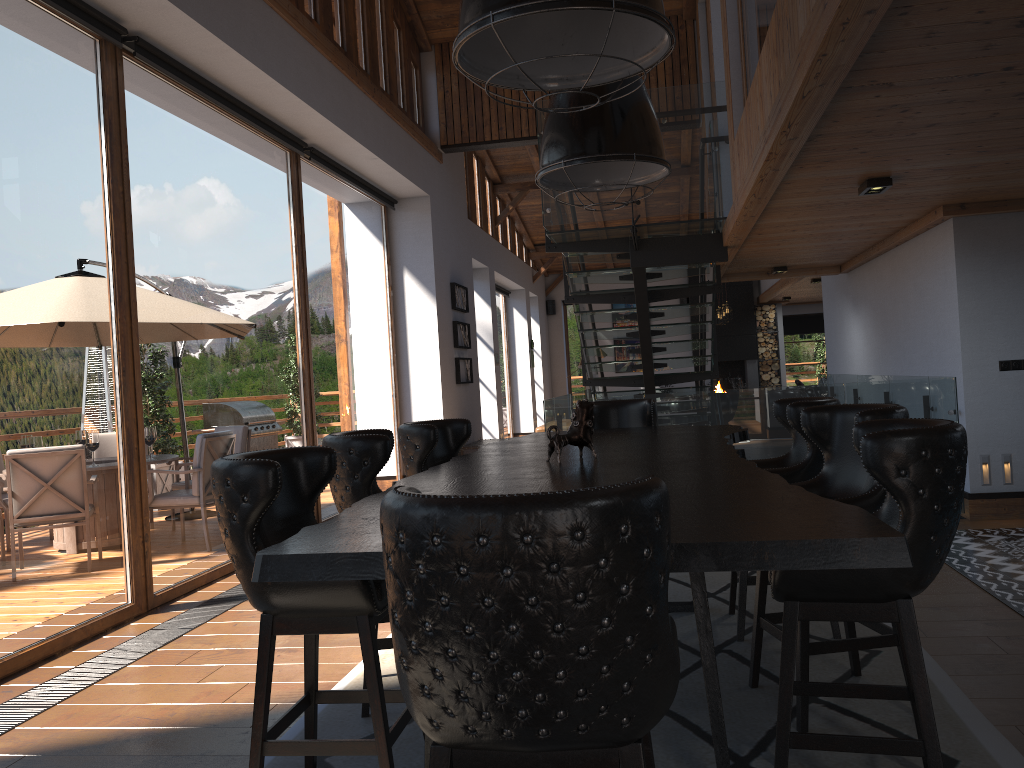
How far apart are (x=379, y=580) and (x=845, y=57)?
2.30m

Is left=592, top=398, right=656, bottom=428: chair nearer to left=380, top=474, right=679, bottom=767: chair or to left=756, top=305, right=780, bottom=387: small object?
left=380, top=474, right=679, bottom=767: chair

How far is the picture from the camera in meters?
11.4

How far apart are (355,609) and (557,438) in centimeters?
131cm

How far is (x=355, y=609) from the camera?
2.4 meters

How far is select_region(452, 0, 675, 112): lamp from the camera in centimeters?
222cm

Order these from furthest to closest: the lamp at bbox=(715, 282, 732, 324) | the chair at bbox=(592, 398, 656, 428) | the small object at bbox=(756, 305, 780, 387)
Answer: the small object at bbox=(756, 305, 780, 387) < the lamp at bbox=(715, 282, 732, 324) < the chair at bbox=(592, 398, 656, 428)

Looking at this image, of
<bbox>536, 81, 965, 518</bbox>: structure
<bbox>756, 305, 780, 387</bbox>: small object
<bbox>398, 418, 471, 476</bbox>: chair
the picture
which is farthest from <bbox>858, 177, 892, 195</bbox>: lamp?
<bbox>756, 305, 780, 387</bbox>: small object

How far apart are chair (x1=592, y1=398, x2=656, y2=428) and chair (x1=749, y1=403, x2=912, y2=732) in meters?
2.1 m

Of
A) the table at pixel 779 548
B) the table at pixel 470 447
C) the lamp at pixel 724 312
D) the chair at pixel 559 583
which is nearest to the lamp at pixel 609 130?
the table at pixel 779 548
